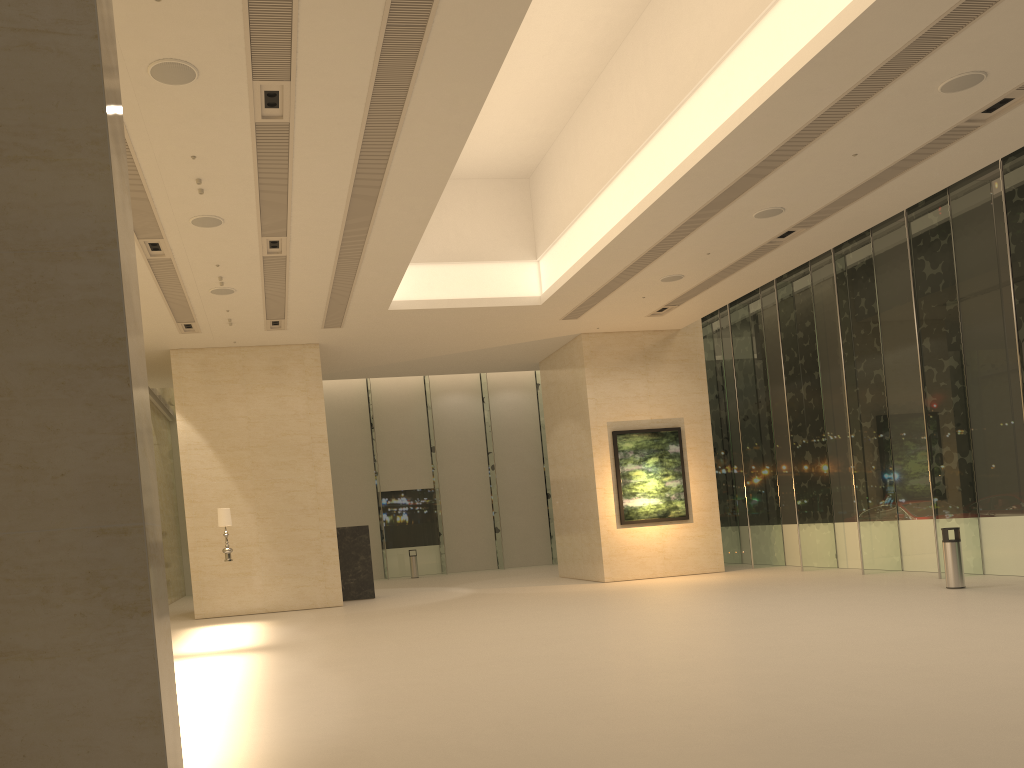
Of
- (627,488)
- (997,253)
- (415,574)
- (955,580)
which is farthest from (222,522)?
(997,253)

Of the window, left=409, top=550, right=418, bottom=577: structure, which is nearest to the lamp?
the window

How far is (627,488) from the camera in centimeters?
2089cm

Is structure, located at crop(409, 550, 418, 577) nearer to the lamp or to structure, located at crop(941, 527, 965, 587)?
the lamp

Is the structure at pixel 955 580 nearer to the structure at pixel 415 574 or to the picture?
the picture

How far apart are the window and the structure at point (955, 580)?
1.8m

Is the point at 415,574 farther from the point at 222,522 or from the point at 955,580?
the point at 955,580

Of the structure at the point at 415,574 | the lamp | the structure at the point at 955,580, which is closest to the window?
the structure at the point at 415,574

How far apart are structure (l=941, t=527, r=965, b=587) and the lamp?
12.4m

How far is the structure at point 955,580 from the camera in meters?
14.0
